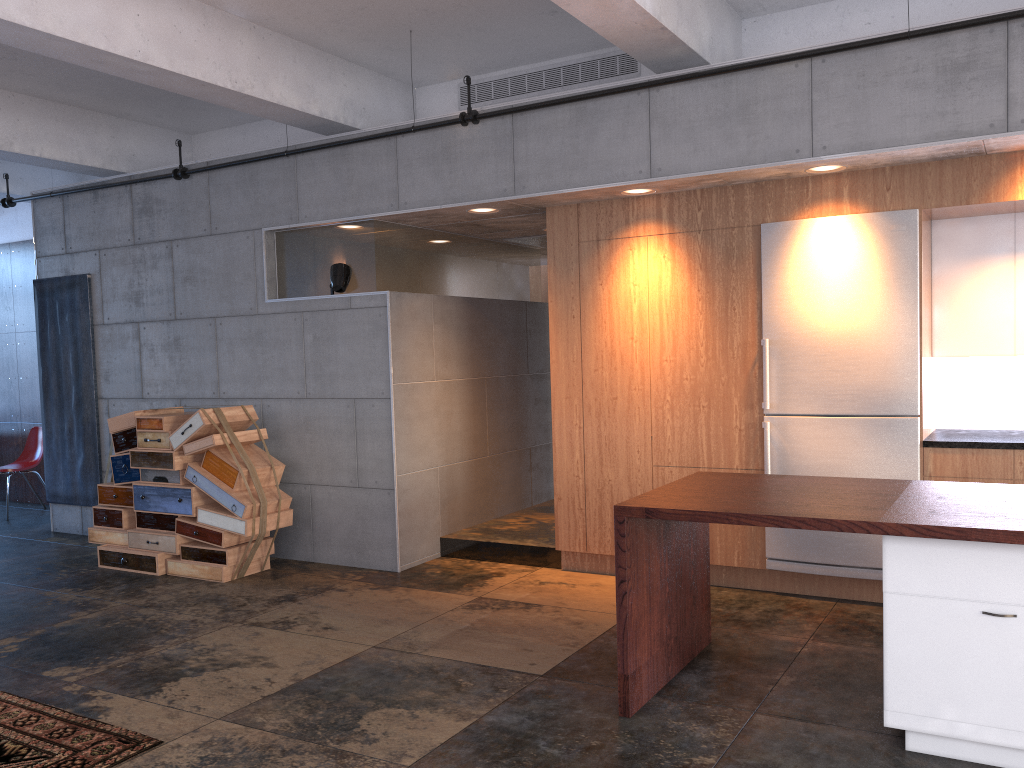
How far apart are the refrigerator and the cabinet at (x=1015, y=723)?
2.04m

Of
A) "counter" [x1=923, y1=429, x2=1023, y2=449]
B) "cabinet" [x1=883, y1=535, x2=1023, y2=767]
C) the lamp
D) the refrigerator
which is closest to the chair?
the lamp

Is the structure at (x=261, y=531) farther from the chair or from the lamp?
the chair

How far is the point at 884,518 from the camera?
3.41m

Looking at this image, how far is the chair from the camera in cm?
1003

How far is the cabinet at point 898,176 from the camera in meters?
5.3 m

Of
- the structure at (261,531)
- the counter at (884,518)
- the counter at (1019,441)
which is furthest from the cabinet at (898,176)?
the structure at (261,531)

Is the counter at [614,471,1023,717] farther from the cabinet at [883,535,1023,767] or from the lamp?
the lamp

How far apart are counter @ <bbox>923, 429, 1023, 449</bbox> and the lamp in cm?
430

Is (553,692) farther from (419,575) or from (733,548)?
(419,575)
